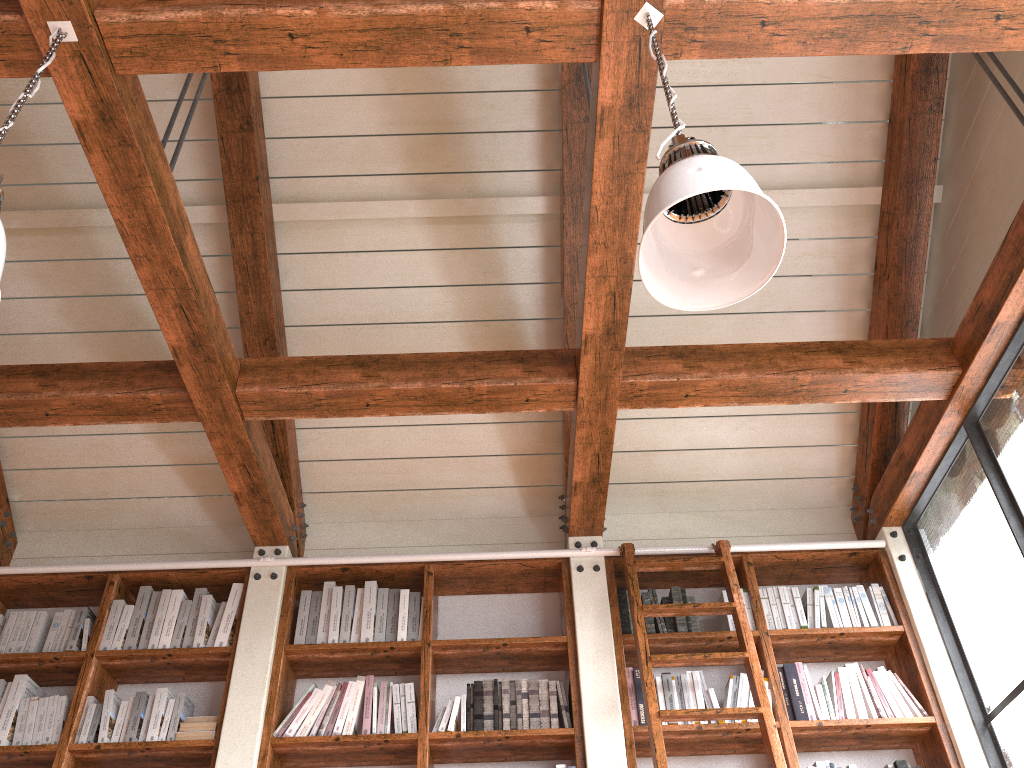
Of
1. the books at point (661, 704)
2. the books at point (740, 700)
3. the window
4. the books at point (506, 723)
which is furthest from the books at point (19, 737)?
the window

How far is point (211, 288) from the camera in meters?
3.2

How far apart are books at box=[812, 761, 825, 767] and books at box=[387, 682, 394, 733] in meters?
1.7 m

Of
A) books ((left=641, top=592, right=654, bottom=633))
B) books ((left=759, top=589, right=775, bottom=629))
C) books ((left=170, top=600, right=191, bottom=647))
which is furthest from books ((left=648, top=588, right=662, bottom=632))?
books ((left=170, top=600, right=191, bottom=647))

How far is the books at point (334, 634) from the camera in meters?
3.8 m

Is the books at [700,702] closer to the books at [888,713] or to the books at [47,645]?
the books at [888,713]

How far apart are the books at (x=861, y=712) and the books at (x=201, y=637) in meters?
2.8

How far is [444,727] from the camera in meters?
3.5

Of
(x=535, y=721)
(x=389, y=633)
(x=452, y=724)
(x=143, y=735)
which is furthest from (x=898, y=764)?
(x=143, y=735)

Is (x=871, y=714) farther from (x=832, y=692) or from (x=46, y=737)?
(x=46, y=737)
